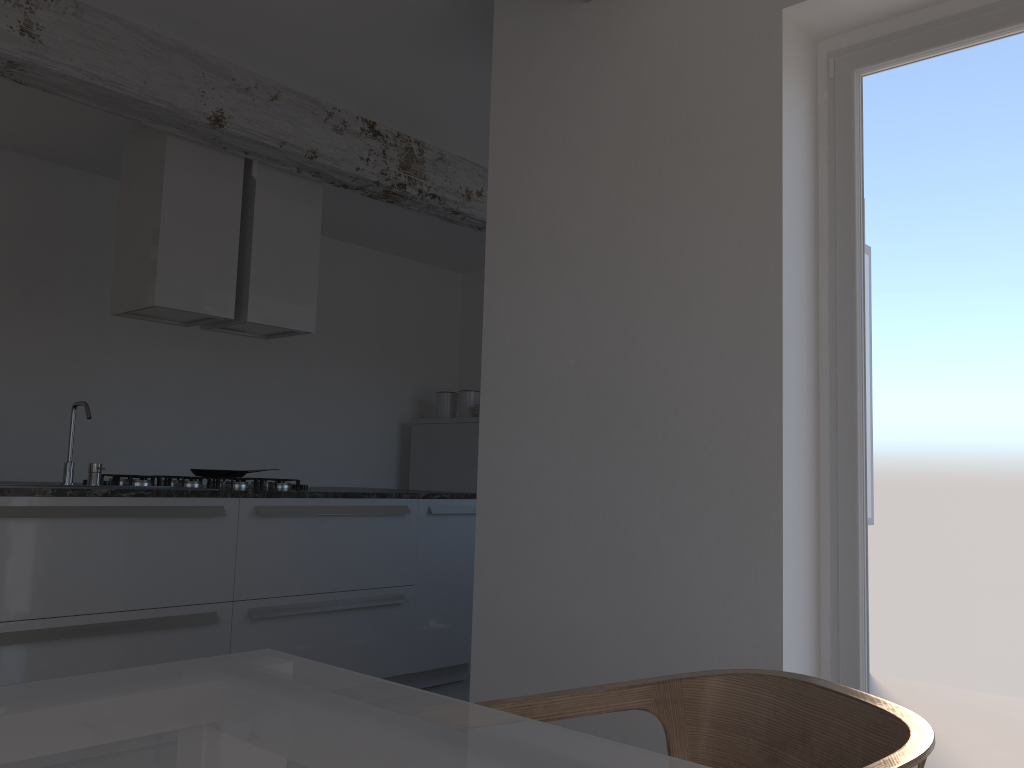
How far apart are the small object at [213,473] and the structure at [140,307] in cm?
75

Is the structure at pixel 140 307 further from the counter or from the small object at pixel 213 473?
the counter

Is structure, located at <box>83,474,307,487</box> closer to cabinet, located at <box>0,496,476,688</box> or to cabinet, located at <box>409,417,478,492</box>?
cabinet, located at <box>0,496,476,688</box>

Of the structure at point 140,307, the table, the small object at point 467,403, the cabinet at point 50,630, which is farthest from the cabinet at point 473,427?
the table

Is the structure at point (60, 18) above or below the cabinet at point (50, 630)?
above

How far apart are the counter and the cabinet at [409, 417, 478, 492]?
1.97m

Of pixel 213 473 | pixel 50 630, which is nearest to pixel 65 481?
pixel 50 630

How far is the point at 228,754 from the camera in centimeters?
74cm

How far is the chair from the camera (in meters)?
1.13

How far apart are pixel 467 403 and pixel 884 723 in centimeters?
587cm
